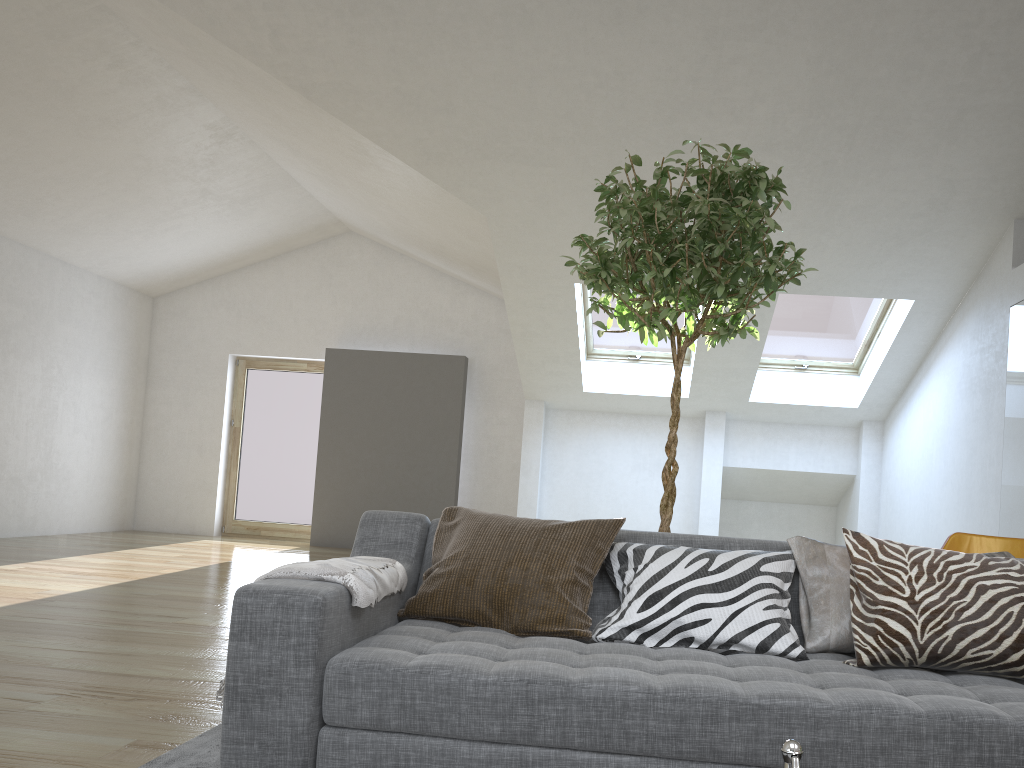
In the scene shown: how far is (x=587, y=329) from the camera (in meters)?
8.46

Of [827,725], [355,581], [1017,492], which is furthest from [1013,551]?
[355,581]

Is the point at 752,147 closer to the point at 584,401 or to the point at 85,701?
the point at 584,401

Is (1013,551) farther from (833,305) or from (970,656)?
(833,305)

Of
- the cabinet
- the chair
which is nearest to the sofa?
the chair

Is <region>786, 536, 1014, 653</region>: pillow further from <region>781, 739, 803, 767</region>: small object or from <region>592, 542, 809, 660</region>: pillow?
<region>781, 739, 803, 767</region>: small object

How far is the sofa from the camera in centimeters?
176cm

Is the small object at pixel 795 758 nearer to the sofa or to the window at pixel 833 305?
the sofa

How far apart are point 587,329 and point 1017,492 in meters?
4.2

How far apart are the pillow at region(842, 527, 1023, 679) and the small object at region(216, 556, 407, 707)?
1.17m
